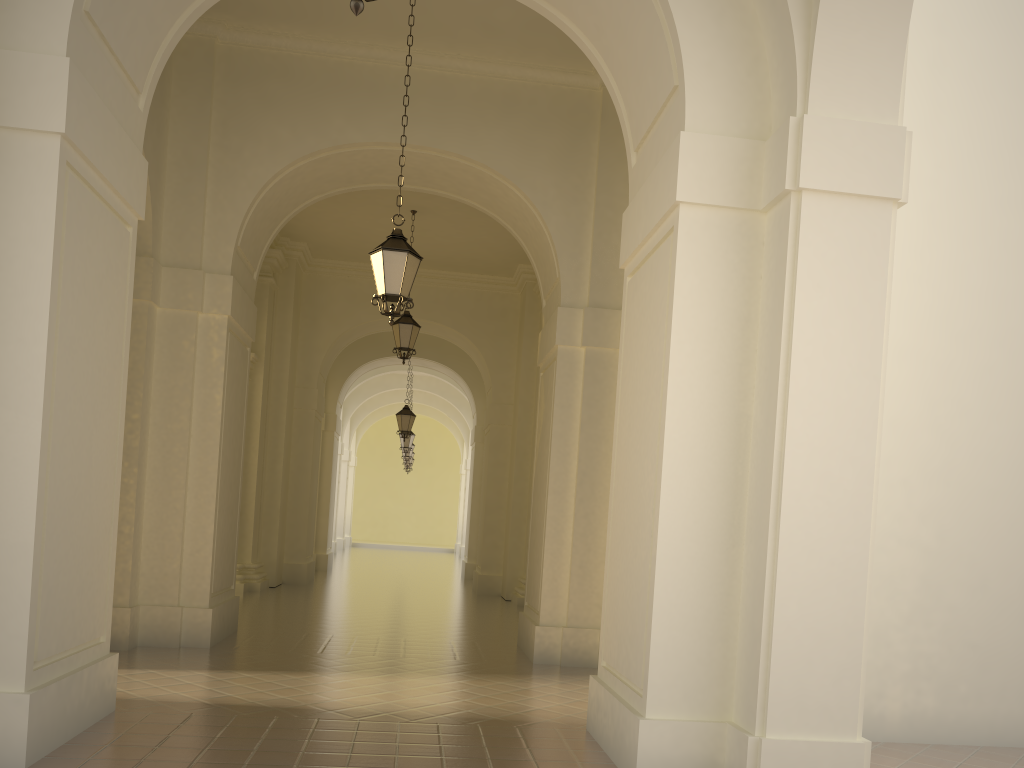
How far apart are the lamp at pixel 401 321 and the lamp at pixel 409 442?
11.43m

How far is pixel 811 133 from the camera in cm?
523

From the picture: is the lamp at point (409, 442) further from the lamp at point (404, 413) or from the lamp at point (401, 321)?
the lamp at point (401, 321)

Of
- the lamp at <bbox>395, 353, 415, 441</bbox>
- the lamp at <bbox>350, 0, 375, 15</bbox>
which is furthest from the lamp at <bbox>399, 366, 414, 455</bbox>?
the lamp at <bbox>350, 0, 375, 15</bbox>

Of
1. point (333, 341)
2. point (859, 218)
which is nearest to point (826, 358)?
point (859, 218)

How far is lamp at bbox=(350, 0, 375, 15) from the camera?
3.2m

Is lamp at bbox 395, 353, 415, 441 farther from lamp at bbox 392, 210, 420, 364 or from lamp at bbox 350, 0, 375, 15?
lamp at bbox 350, 0, 375, 15

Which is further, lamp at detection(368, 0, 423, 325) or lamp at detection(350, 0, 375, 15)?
lamp at detection(368, 0, 423, 325)

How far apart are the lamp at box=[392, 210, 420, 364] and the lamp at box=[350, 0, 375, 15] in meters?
11.4 m

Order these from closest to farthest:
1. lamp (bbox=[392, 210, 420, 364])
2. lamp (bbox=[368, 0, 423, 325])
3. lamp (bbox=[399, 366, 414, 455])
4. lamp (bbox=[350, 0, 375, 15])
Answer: lamp (bbox=[350, 0, 375, 15])
lamp (bbox=[368, 0, 423, 325])
lamp (bbox=[392, 210, 420, 364])
lamp (bbox=[399, 366, 414, 455])
